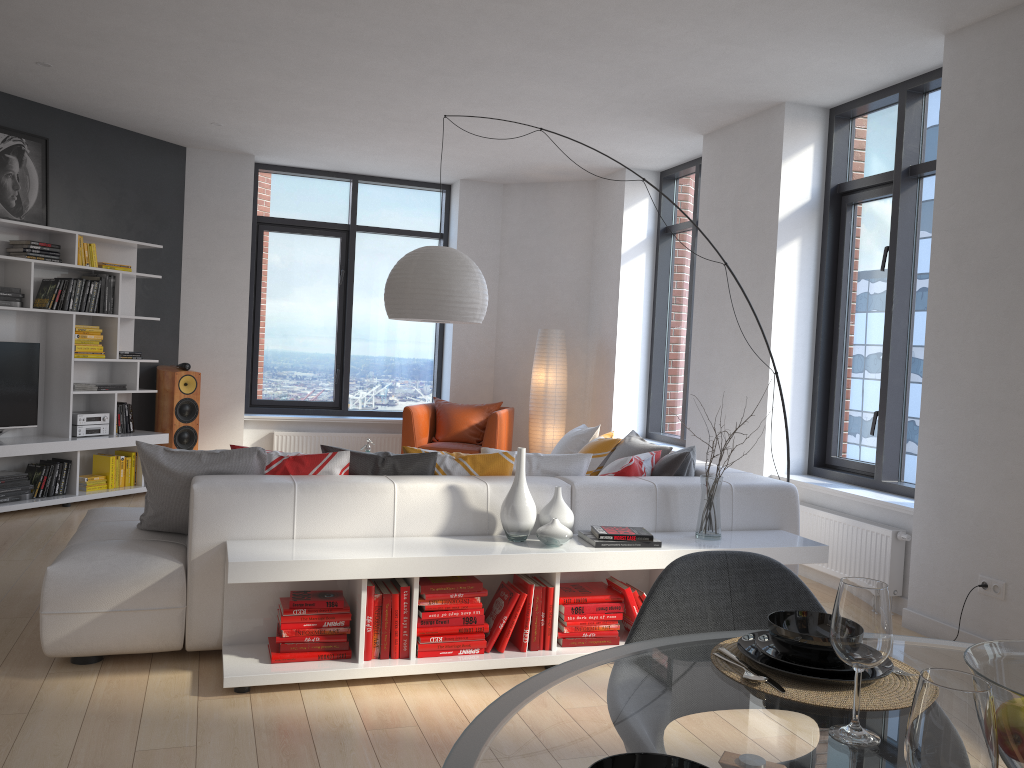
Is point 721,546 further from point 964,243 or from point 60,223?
point 60,223

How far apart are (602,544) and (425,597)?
0.8 meters

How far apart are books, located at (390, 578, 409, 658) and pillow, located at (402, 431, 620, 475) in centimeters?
71cm

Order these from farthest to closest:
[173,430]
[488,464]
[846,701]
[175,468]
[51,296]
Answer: [173,430] → [51,296] → [488,464] → [175,468] → [846,701]

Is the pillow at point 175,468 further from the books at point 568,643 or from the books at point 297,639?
the books at point 568,643

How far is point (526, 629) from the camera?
3.6m

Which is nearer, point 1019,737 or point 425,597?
point 1019,737

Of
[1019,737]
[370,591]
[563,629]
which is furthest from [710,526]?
[1019,737]

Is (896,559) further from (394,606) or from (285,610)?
(285,610)

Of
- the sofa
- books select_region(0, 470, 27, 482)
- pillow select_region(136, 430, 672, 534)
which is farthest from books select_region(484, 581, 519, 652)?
books select_region(0, 470, 27, 482)
